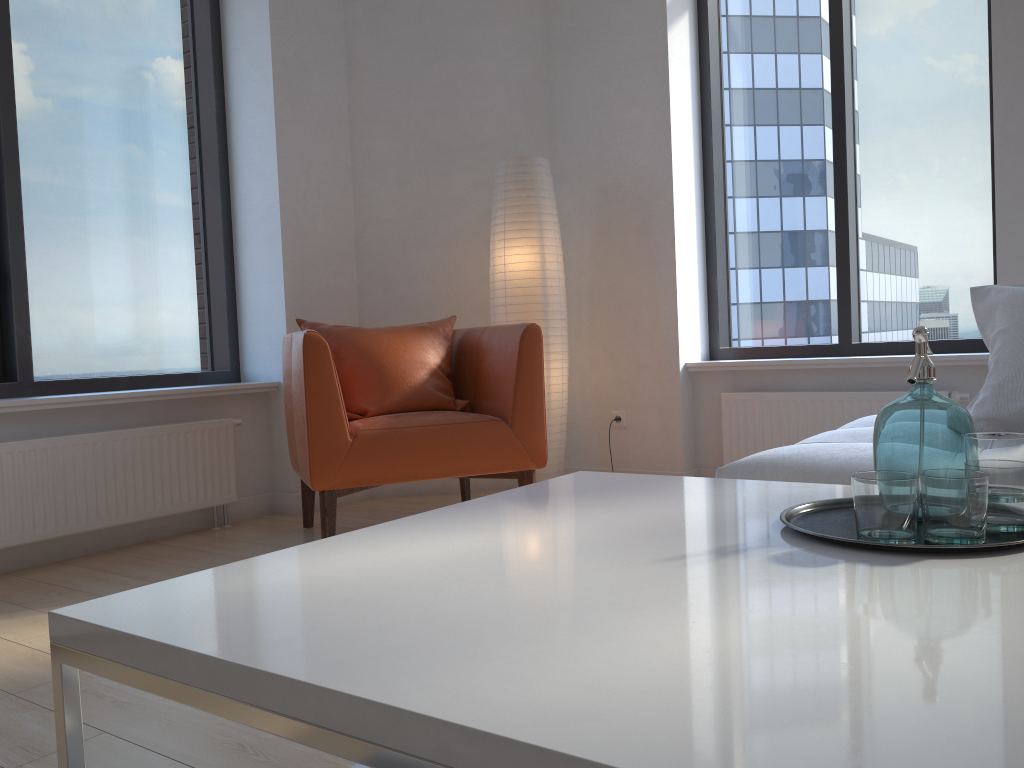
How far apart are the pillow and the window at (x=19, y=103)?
3.1 meters

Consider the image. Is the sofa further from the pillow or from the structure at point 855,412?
the structure at point 855,412

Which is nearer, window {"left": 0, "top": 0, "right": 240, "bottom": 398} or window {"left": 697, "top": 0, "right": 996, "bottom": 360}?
window {"left": 0, "top": 0, "right": 240, "bottom": 398}

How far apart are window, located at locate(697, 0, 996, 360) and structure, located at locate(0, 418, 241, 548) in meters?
2.3

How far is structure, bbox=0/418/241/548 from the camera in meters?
3.1 m

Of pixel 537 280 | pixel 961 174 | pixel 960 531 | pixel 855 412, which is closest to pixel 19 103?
pixel 537 280

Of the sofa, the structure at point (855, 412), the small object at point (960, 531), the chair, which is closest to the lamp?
the chair

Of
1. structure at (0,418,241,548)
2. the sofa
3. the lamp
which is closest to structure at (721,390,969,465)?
the lamp

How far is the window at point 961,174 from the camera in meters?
3.8 m

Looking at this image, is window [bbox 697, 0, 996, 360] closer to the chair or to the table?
the chair
